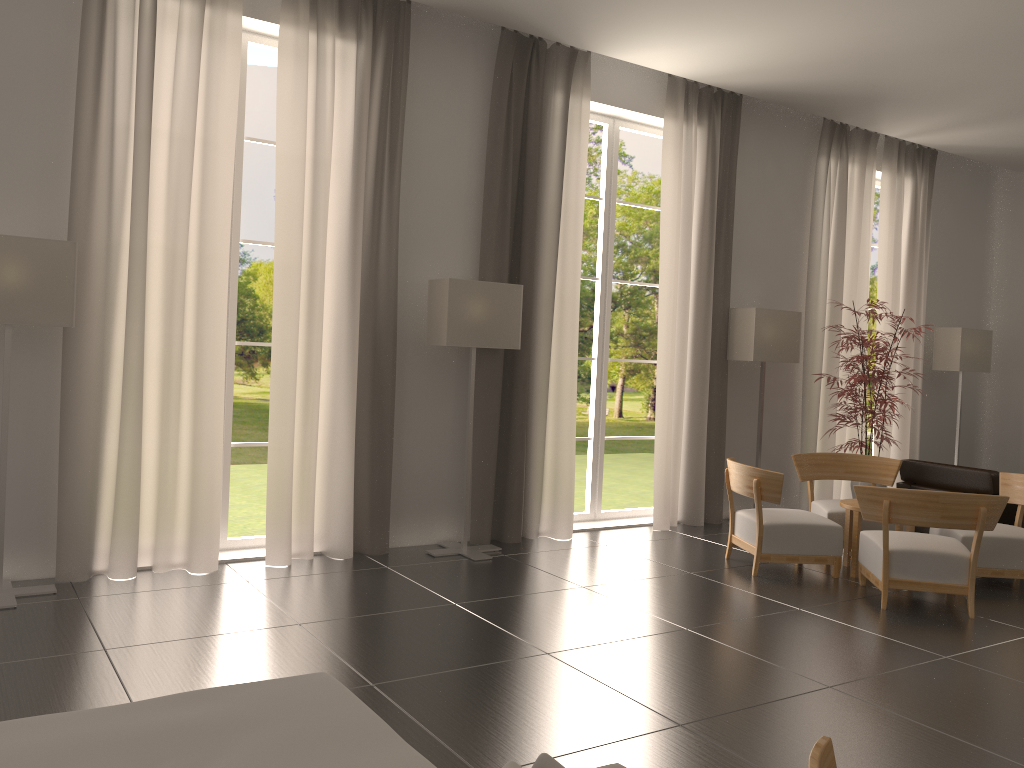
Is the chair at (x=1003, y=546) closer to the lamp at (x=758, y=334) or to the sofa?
the lamp at (x=758, y=334)

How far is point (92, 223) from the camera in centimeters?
842cm

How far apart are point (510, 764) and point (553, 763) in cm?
12

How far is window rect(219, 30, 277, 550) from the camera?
9.71m

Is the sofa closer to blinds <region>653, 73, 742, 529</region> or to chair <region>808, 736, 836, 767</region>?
chair <region>808, 736, 836, 767</region>

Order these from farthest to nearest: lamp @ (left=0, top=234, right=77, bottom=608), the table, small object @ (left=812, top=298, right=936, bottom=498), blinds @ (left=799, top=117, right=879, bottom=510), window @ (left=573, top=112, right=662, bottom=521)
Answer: blinds @ (left=799, top=117, right=879, bottom=510) < window @ (left=573, top=112, right=662, bottom=521) < small object @ (left=812, top=298, right=936, bottom=498) < the table < lamp @ (left=0, top=234, right=77, bottom=608)

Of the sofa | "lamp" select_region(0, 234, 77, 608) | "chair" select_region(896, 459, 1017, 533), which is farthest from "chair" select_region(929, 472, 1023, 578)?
"lamp" select_region(0, 234, 77, 608)

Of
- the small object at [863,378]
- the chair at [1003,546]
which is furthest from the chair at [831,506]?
the small object at [863,378]

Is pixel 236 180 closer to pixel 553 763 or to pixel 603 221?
pixel 603 221

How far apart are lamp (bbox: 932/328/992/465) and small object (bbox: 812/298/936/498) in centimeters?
319cm
